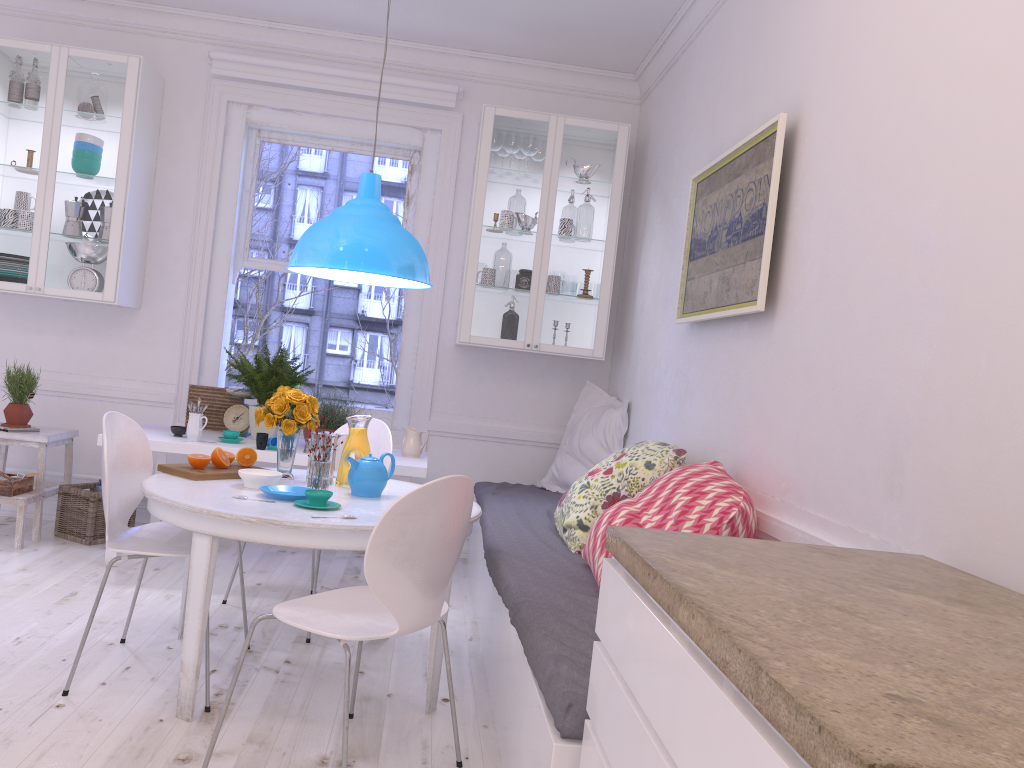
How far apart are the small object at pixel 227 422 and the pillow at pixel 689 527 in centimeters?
238cm

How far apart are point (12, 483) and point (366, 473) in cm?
224

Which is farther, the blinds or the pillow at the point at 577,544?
the blinds

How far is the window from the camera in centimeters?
512cm

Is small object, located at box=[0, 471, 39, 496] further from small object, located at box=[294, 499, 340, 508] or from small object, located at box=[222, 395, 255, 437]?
small object, located at box=[294, 499, 340, 508]

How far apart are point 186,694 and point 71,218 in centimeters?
302cm

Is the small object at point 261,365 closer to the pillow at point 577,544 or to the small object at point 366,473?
the small object at point 366,473

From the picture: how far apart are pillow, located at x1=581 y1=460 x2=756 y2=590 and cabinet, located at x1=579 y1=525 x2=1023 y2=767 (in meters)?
0.79

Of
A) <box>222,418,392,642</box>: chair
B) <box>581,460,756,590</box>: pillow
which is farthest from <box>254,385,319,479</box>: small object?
<box>581,460,756,590</box>: pillow

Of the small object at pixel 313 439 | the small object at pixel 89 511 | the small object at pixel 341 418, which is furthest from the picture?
the small object at pixel 89 511
